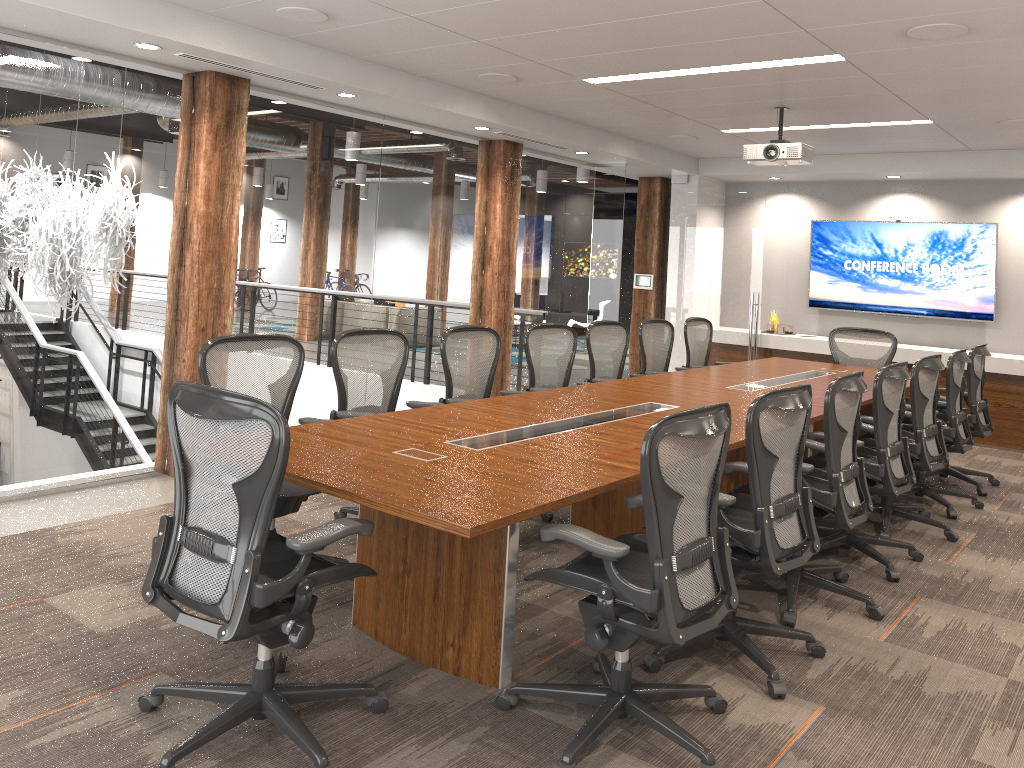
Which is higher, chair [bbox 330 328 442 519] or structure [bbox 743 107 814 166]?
structure [bbox 743 107 814 166]

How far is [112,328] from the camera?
5.4m

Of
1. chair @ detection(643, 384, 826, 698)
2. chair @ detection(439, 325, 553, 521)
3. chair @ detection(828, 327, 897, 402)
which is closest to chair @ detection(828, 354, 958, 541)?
chair @ detection(643, 384, 826, 698)

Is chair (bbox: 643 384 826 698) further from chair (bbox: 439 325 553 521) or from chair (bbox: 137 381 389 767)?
chair (bbox: 439 325 553 521)

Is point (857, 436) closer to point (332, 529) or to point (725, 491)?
point (725, 491)

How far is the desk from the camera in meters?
2.9 m

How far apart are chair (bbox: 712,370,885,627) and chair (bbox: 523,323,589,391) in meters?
2.0 m

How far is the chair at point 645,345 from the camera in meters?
7.3

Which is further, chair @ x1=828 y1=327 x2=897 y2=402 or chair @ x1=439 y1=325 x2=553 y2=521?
chair @ x1=828 y1=327 x2=897 y2=402

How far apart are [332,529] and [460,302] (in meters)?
5.37
